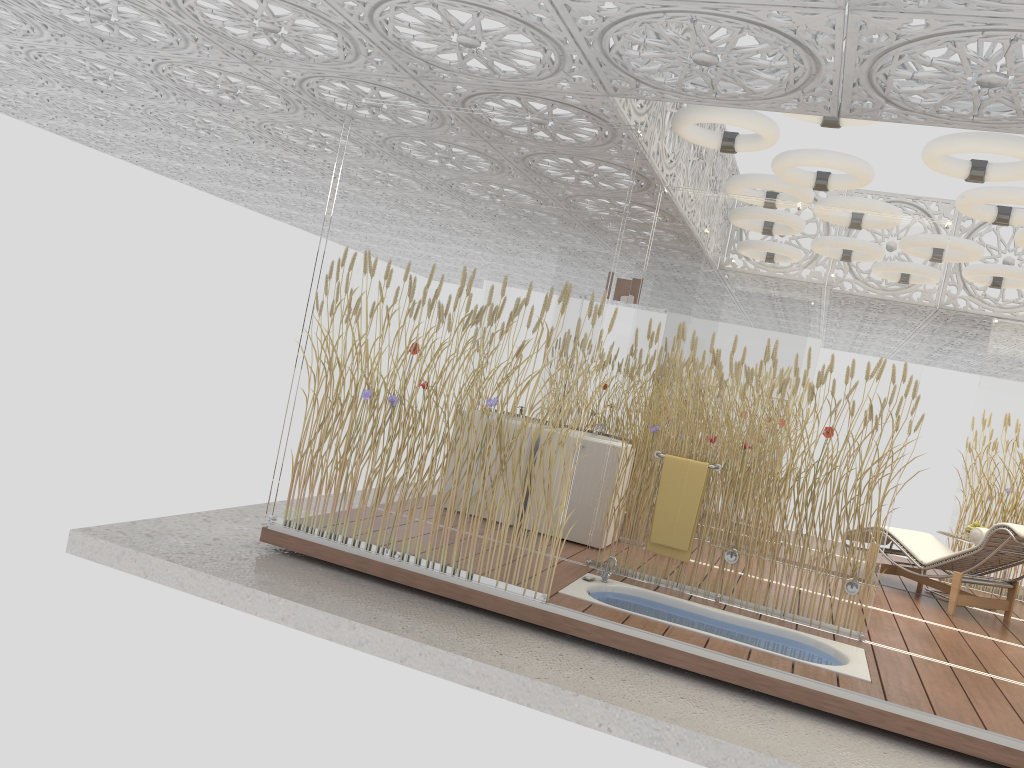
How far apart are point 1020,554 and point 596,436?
3.3 meters

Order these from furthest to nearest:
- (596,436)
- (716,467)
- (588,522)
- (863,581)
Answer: (596,436) → (588,522) → (716,467) → (863,581)

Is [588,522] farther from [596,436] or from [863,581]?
[863,581]

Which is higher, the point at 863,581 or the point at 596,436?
the point at 596,436

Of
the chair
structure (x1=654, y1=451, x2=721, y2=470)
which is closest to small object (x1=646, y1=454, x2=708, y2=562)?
structure (x1=654, y1=451, x2=721, y2=470)

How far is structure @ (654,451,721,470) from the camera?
5.7m

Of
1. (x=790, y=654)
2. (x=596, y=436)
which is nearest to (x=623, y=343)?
(x=596, y=436)

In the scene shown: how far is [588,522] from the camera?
6.68m

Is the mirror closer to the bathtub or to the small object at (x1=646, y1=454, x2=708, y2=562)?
the small object at (x1=646, y1=454, x2=708, y2=562)

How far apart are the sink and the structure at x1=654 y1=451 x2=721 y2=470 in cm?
135
